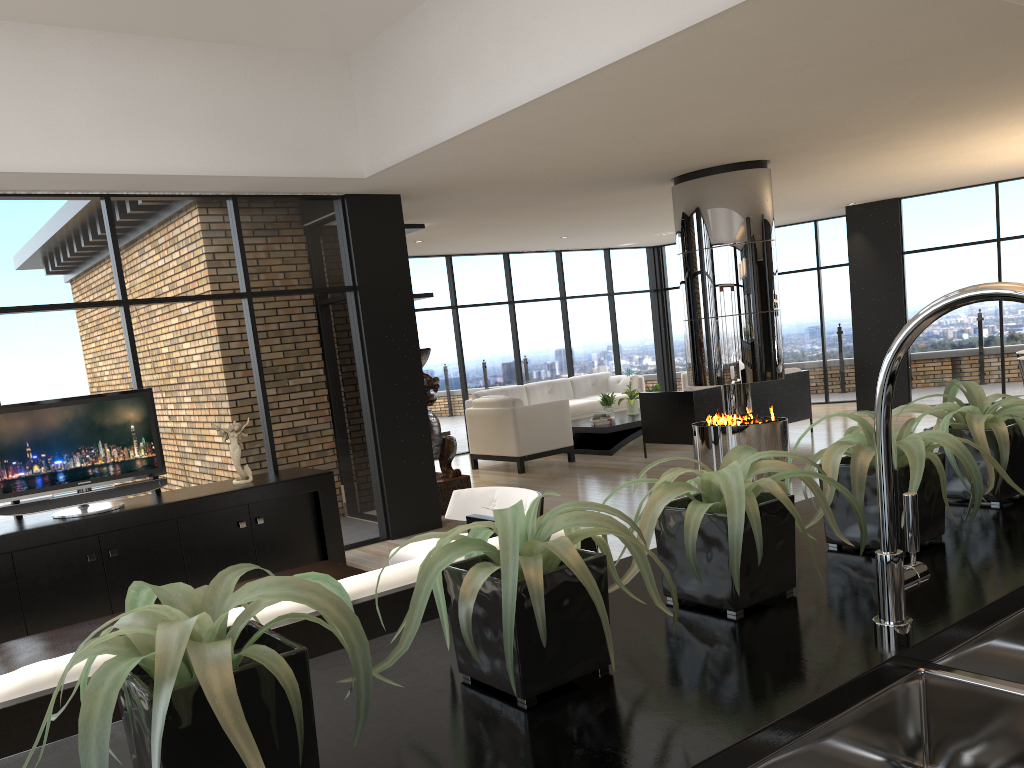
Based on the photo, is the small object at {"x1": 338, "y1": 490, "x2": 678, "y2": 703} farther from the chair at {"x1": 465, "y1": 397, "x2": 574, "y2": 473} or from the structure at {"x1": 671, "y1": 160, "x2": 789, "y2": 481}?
the chair at {"x1": 465, "y1": 397, "x2": 574, "y2": 473}

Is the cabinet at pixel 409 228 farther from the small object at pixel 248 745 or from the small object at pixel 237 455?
the small object at pixel 248 745

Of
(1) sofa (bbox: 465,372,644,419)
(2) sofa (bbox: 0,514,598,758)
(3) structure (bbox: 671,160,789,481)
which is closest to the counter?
(2) sofa (bbox: 0,514,598,758)

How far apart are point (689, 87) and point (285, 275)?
3.3m

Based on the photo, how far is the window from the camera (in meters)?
5.82

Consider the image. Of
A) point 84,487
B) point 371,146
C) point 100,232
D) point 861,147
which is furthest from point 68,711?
point 861,147

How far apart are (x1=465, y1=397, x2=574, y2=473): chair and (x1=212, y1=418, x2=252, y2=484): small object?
4.3m

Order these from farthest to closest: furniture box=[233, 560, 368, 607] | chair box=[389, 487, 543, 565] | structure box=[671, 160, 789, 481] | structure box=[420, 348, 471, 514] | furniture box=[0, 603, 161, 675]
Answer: structure box=[420, 348, 471, 514] → structure box=[671, 160, 789, 481] → chair box=[389, 487, 543, 565] → furniture box=[233, 560, 368, 607] → furniture box=[0, 603, 161, 675]

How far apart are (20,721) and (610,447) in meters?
8.7 m

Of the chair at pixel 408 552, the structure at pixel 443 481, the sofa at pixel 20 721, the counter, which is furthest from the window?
the counter
